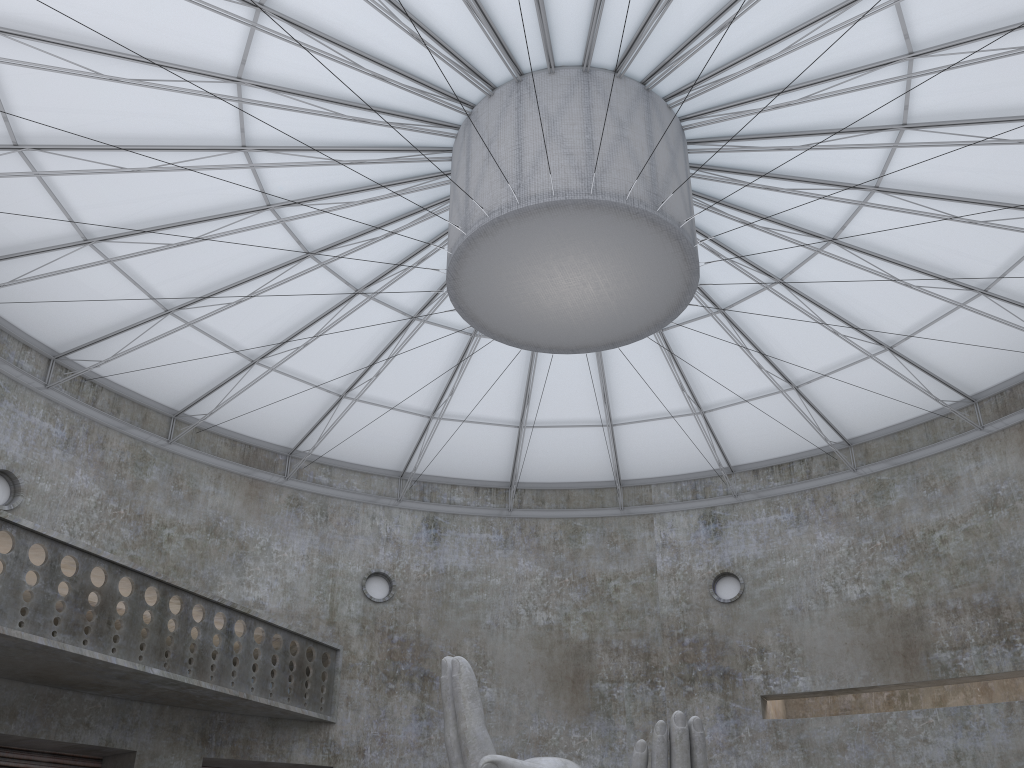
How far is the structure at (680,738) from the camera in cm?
1664

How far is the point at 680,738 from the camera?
16.6 meters

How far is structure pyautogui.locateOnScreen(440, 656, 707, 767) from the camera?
16.6 meters
